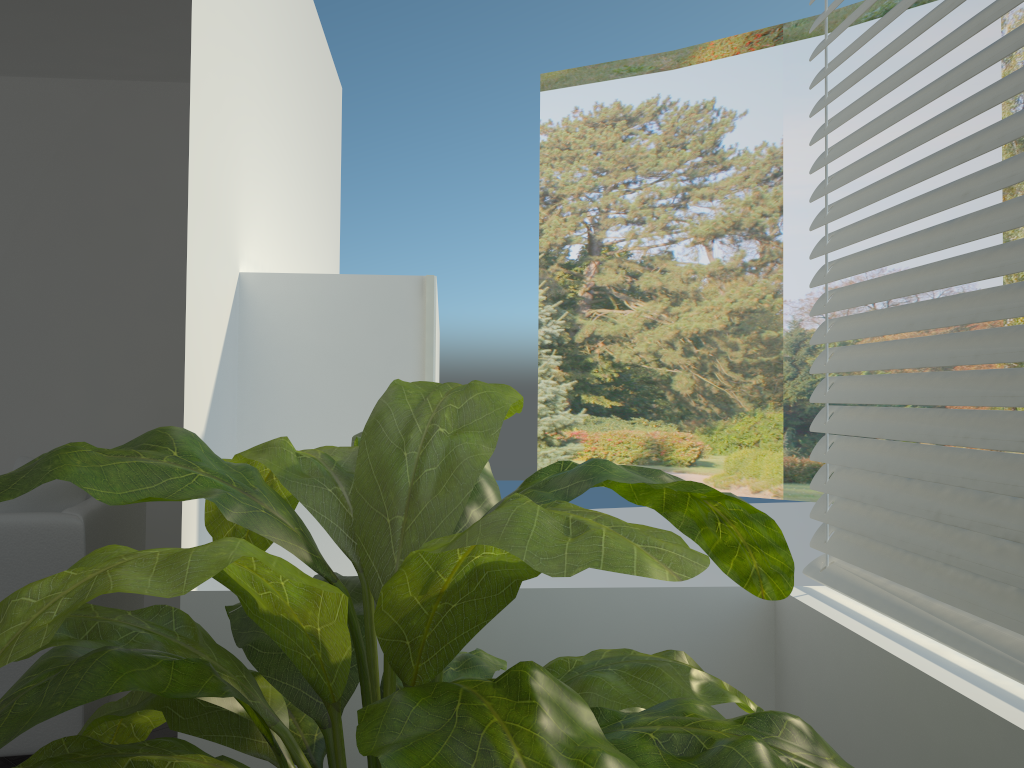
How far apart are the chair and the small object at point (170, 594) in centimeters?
159cm

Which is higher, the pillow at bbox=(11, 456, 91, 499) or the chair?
the pillow at bbox=(11, 456, 91, 499)

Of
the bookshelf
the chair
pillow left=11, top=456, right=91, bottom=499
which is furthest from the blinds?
pillow left=11, top=456, right=91, bottom=499

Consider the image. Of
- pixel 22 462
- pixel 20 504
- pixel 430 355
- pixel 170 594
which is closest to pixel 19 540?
pixel 20 504

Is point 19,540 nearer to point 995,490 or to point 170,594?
point 170,594

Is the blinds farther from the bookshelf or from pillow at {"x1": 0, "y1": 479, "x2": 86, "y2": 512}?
pillow at {"x1": 0, "y1": 479, "x2": 86, "y2": 512}

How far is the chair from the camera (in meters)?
2.65

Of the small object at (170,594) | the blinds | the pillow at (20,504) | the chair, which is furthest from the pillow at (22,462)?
the blinds

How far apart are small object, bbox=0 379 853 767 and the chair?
1.59m

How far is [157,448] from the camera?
1.00m
